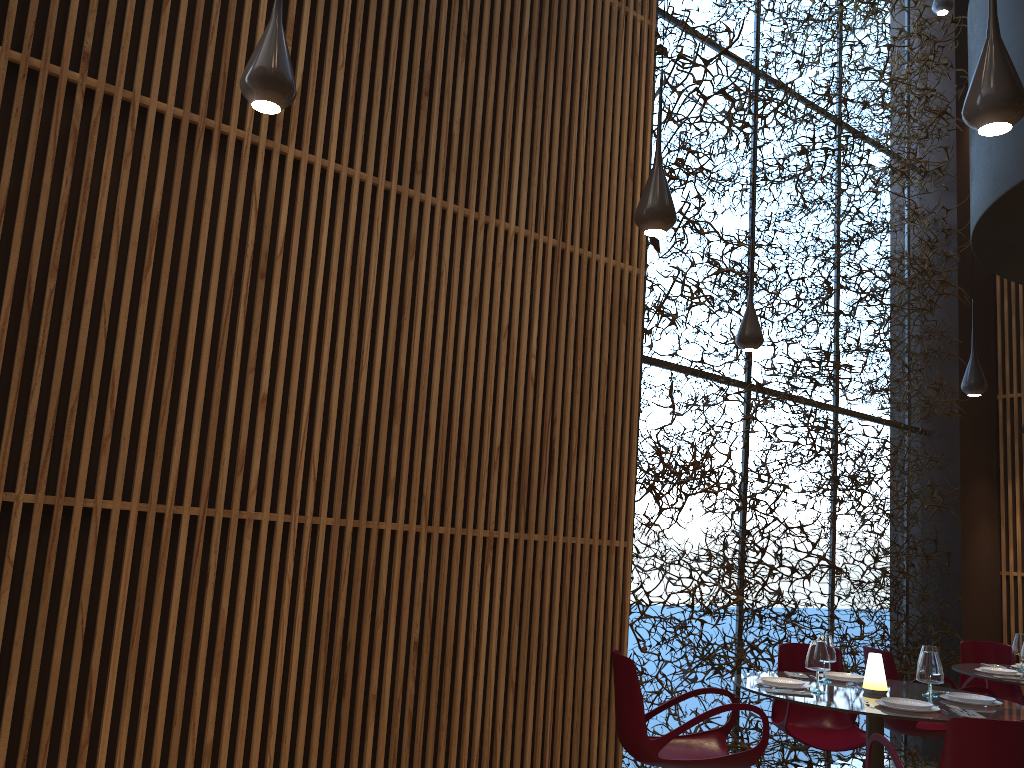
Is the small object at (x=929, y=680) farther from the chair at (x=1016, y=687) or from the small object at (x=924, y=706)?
the chair at (x=1016, y=687)

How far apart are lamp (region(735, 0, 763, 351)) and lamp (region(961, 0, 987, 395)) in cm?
225

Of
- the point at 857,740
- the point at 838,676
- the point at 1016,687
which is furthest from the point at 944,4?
the point at 857,740

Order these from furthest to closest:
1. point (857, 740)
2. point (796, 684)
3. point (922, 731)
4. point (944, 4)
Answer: point (944, 4) < point (922, 731) < point (857, 740) < point (796, 684)

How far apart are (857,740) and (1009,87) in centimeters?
473cm

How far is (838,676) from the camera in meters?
5.7

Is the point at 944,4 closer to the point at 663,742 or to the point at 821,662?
the point at 821,662

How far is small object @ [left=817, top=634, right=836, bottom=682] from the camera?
5.66m

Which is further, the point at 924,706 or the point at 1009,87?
the point at 924,706

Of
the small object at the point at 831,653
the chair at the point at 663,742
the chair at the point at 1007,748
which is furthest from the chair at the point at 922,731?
the chair at the point at 1007,748
